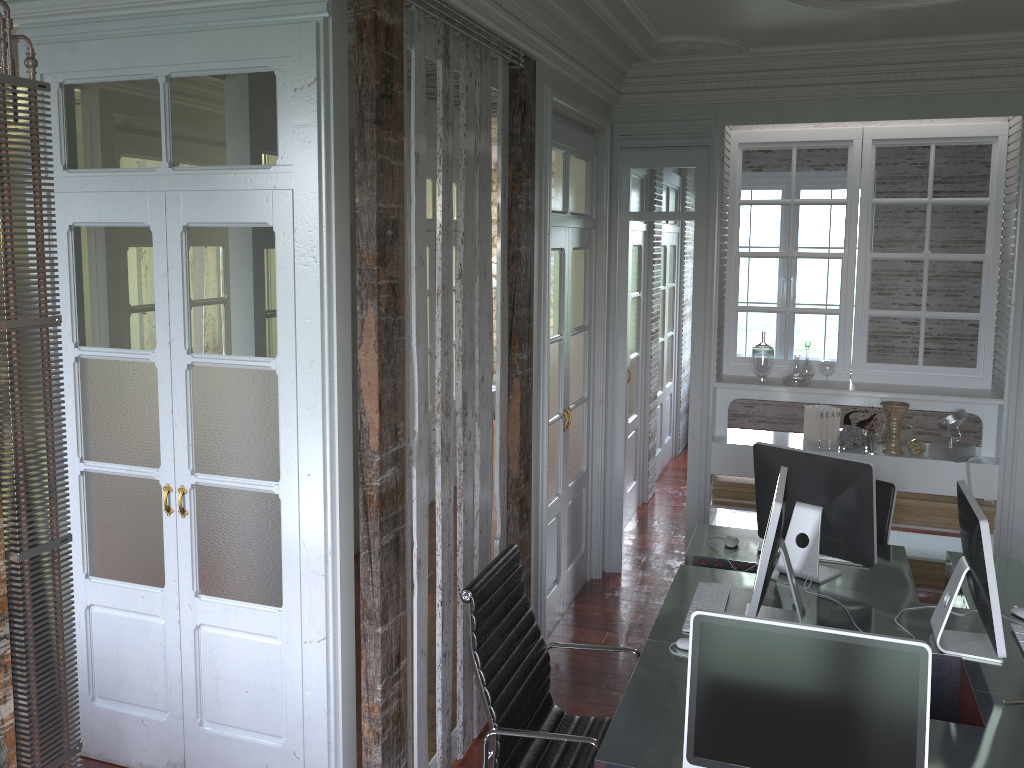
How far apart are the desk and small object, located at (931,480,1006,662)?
0.0 meters

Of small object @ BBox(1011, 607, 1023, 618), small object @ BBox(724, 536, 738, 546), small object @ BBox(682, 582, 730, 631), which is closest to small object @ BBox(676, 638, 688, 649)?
small object @ BBox(682, 582, 730, 631)

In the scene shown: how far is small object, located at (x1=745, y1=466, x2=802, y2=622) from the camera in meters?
2.8 m

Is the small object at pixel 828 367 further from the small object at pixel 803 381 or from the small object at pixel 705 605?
the small object at pixel 705 605

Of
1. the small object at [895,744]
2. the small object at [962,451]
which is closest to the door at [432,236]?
the small object at [962,451]

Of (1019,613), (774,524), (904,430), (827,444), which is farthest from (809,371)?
(774,524)

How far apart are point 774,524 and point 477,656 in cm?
101

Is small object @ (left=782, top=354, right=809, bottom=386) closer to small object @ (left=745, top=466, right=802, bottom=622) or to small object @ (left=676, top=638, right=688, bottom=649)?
small object @ (left=745, top=466, right=802, bottom=622)

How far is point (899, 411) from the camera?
4.84m

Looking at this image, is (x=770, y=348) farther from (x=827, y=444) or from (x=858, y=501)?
(x=858, y=501)
